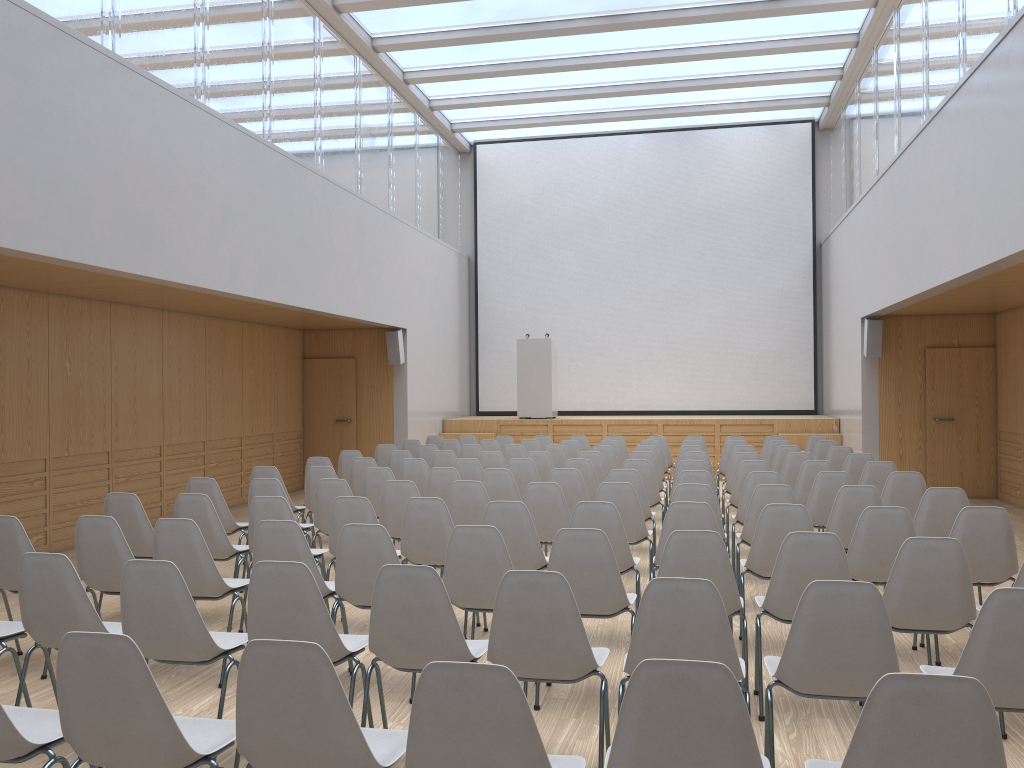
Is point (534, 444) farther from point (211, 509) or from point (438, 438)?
point (211, 509)

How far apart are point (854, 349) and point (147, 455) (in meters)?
9.52

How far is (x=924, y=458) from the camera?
12.1m

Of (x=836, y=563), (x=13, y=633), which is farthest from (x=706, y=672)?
(x=13, y=633)

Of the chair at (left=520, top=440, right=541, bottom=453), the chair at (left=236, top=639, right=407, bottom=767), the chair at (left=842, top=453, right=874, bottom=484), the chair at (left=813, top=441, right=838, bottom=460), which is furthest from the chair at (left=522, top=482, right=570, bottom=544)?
the chair at (left=813, top=441, right=838, bottom=460)

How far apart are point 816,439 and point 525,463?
5.0m

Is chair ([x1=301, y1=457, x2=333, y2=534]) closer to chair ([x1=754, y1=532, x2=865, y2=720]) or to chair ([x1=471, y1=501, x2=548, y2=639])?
chair ([x1=471, y1=501, x2=548, y2=639])

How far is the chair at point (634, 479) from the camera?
7.09m

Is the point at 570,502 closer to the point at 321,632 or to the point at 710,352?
the point at 321,632

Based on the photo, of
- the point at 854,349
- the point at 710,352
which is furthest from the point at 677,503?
the point at 710,352
